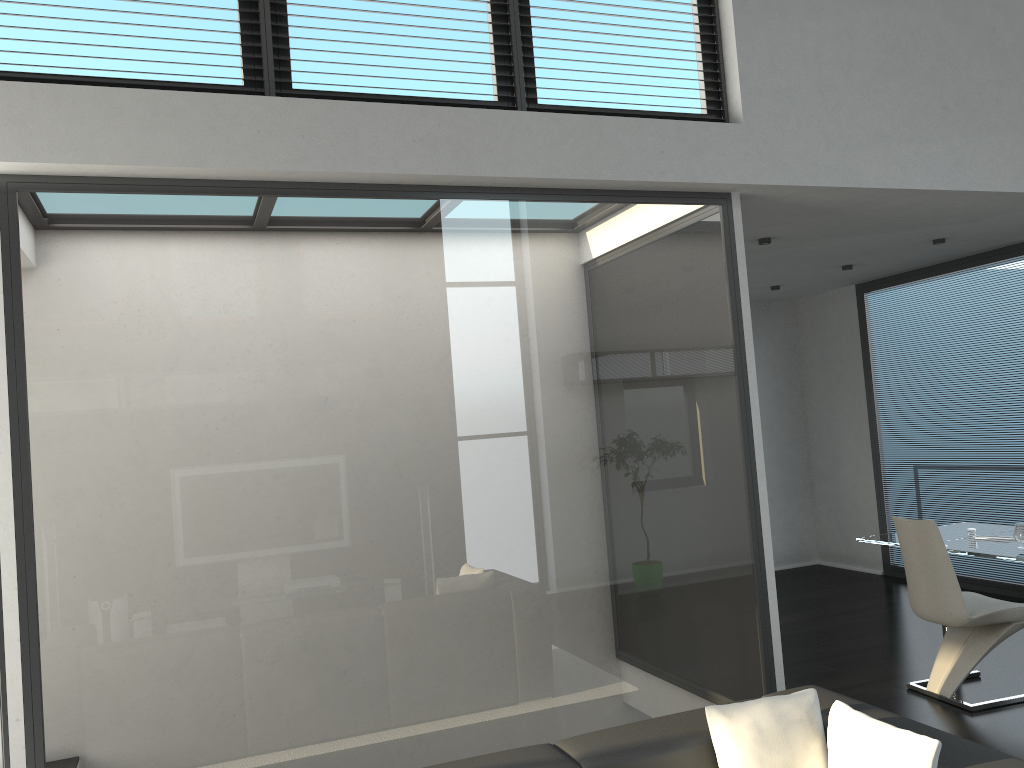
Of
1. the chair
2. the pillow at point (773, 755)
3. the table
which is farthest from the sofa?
the table

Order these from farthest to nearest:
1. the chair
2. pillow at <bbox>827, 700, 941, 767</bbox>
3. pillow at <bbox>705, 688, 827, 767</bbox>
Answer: the chair
pillow at <bbox>705, 688, 827, 767</bbox>
pillow at <bbox>827, 700, 941, 767</bbox>

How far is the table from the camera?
4.78m

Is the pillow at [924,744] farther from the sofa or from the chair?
the chair

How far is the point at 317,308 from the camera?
3.7 meters

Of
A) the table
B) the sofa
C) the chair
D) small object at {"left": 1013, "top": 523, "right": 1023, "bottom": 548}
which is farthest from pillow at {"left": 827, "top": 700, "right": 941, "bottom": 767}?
small object at {"left": 1013, "top": 523, "right": 1023, "bottom": 548}

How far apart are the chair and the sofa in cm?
205

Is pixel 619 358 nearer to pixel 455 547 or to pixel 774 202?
pixel 455 547

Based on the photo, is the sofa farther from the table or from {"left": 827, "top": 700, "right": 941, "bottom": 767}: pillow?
the table

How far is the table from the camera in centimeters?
478cm
